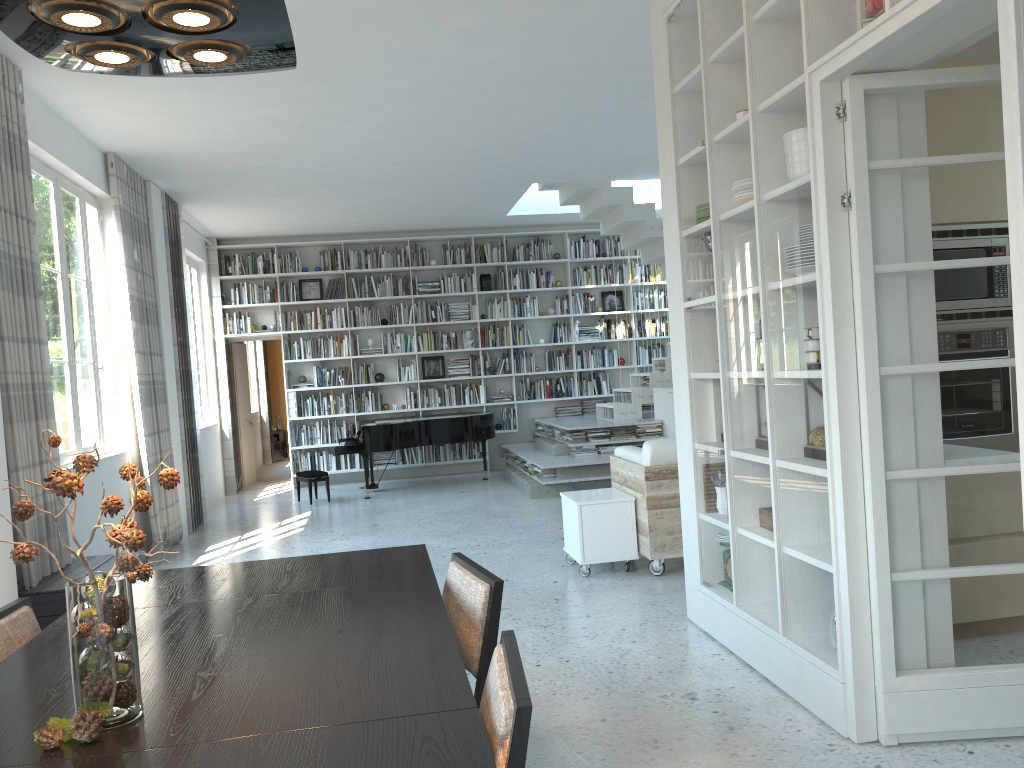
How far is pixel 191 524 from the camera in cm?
837

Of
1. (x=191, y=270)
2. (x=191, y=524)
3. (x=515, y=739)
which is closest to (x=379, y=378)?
(x=191, y=270)

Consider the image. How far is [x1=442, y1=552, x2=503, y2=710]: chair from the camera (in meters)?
2.41

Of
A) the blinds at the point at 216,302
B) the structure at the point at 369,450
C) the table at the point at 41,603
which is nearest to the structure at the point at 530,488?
the structure at the point at 369,450

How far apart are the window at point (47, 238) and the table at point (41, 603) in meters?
0.9

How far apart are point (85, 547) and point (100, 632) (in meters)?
0.19

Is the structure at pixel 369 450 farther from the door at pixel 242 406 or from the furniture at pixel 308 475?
the door at pixel 242 406

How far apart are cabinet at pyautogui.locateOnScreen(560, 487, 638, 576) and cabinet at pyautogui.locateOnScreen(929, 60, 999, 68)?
2.9 meters

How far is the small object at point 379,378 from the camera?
11.5 meters

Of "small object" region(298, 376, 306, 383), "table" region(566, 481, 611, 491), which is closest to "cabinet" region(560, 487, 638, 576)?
"table" region(566, 481, 611, 491)
